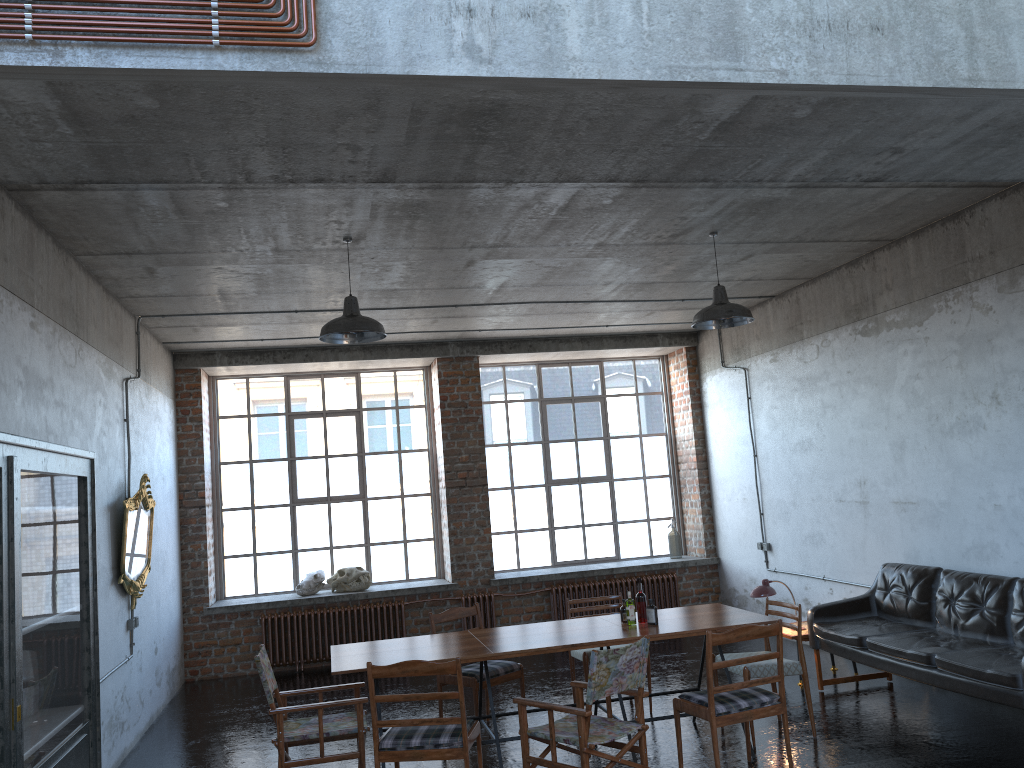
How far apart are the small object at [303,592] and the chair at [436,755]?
5.6 meters

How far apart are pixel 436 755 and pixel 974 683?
3.6m

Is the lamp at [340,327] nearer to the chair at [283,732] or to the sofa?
the chair at [283,732]

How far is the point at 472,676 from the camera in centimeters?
699cm

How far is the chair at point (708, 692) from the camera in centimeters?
547cm

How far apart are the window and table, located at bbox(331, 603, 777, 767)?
5.21m

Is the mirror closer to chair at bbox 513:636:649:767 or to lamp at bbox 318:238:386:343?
lamp at bbox 318:238:386:343

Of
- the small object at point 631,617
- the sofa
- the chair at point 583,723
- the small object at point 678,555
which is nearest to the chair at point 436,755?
the chair at point 583,723

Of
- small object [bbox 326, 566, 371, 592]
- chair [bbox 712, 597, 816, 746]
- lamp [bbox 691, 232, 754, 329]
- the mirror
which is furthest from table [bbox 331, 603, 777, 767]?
small object [bbox 326, 566, 371, 592]

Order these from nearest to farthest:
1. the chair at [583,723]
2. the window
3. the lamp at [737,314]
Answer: the chair at [583,723], the lamp at [737,314], the window
